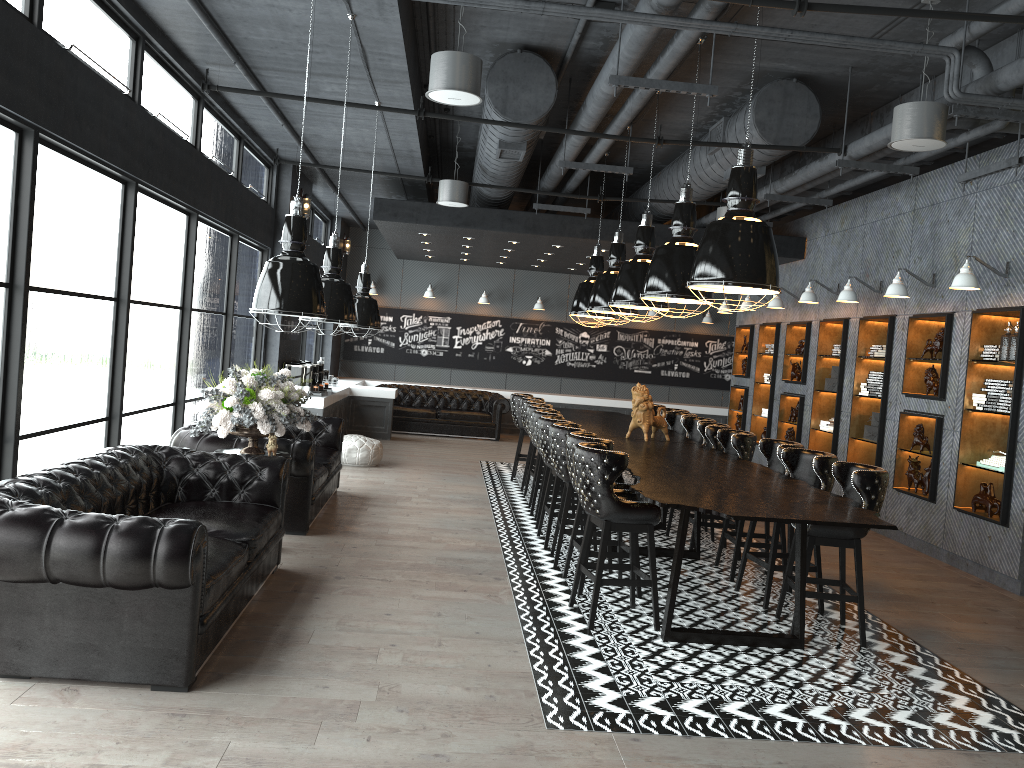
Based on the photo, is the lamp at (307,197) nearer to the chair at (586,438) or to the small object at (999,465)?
the chair at (586,438)

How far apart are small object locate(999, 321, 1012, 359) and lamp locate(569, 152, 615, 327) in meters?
5.0

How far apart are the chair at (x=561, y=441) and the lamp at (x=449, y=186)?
4.0 meters

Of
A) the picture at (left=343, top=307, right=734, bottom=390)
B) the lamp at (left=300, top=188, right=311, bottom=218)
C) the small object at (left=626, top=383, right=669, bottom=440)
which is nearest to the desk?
the small object at (left=626, top=383, right=669, bottom=440)

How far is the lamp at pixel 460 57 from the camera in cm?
572

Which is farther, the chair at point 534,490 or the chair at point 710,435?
the chair at point 534,490

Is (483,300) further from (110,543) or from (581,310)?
(110,543)

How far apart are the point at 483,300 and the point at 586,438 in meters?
11.5

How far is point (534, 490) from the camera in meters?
9.0

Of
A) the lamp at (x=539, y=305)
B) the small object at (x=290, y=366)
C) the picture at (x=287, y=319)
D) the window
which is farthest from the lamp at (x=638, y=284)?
the lamp at (x=539, y=305)
